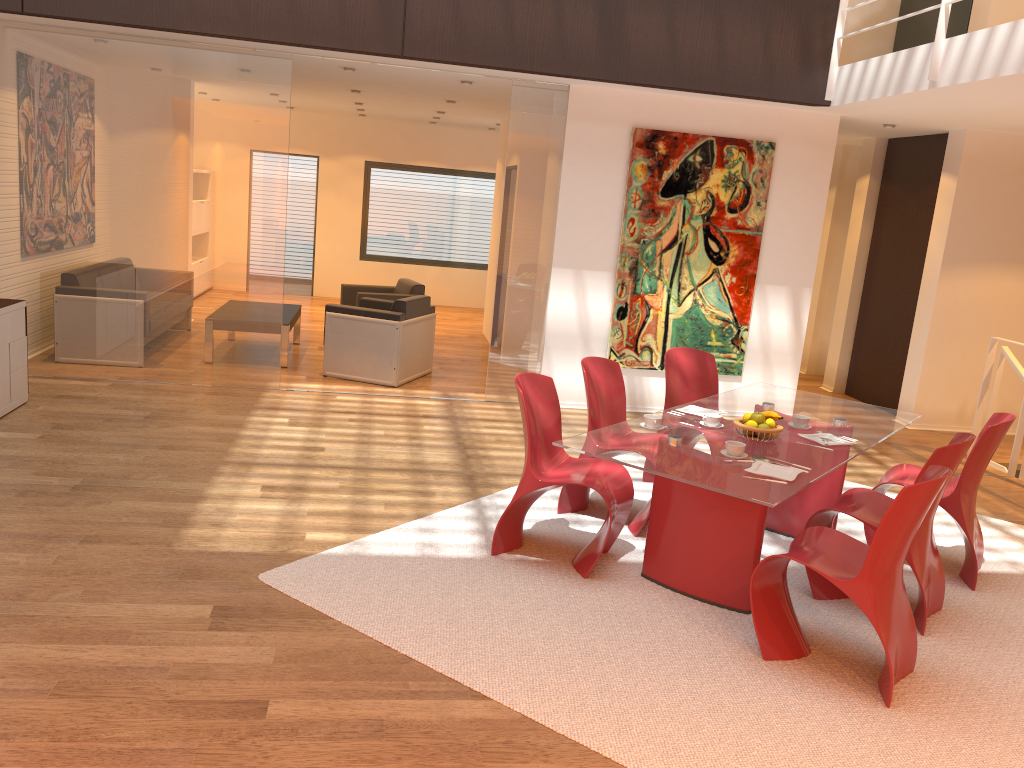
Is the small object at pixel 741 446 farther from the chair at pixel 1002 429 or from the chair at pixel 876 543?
the chair at pixel 1002 429

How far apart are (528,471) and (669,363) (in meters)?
1.78

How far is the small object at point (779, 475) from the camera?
3.7m

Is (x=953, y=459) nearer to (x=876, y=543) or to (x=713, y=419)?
(x=876, y=543)

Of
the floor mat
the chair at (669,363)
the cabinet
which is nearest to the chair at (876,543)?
the floor mat

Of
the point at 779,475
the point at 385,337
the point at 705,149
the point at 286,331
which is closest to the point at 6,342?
the point at 286,331

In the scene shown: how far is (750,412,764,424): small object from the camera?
4.22m

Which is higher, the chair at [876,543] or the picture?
the picture

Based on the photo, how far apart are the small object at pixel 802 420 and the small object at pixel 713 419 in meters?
0.4

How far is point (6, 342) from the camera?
6.0m
